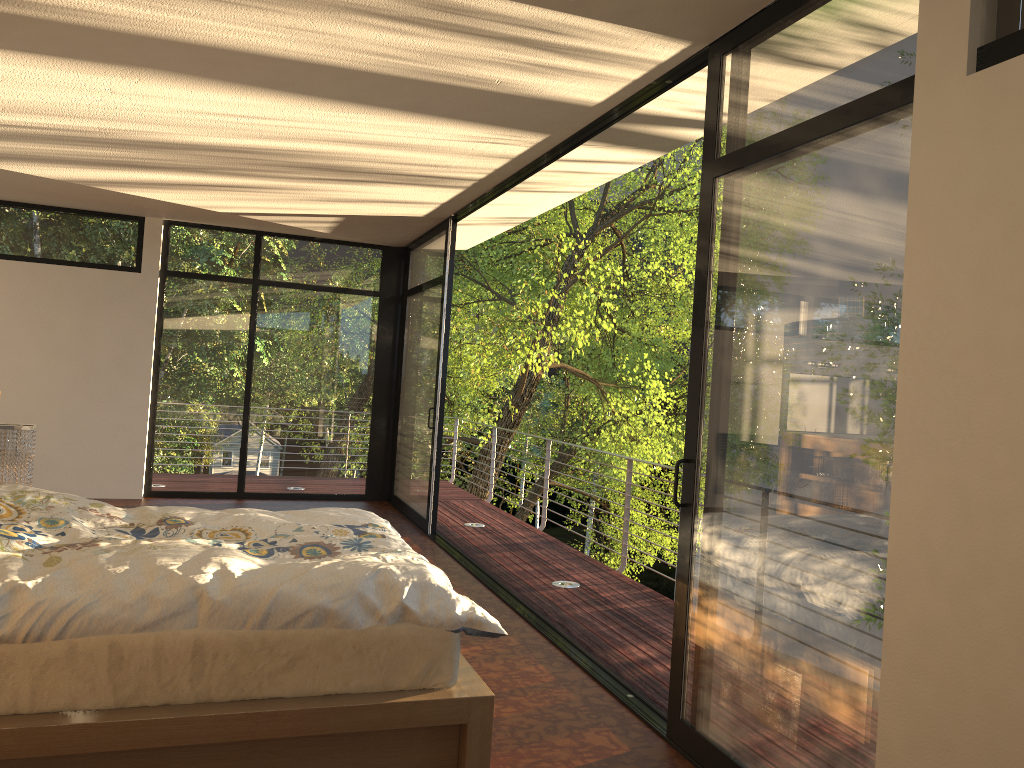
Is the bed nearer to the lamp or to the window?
the window

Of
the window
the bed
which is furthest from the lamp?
the window

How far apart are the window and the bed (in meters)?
0.68

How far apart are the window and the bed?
0.7 meters

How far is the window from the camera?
2.2m

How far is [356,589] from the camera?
2.74m

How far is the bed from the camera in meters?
2.4

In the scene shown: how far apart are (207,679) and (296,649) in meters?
0.3 m

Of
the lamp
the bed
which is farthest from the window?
the lamp

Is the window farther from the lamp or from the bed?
the lamp
